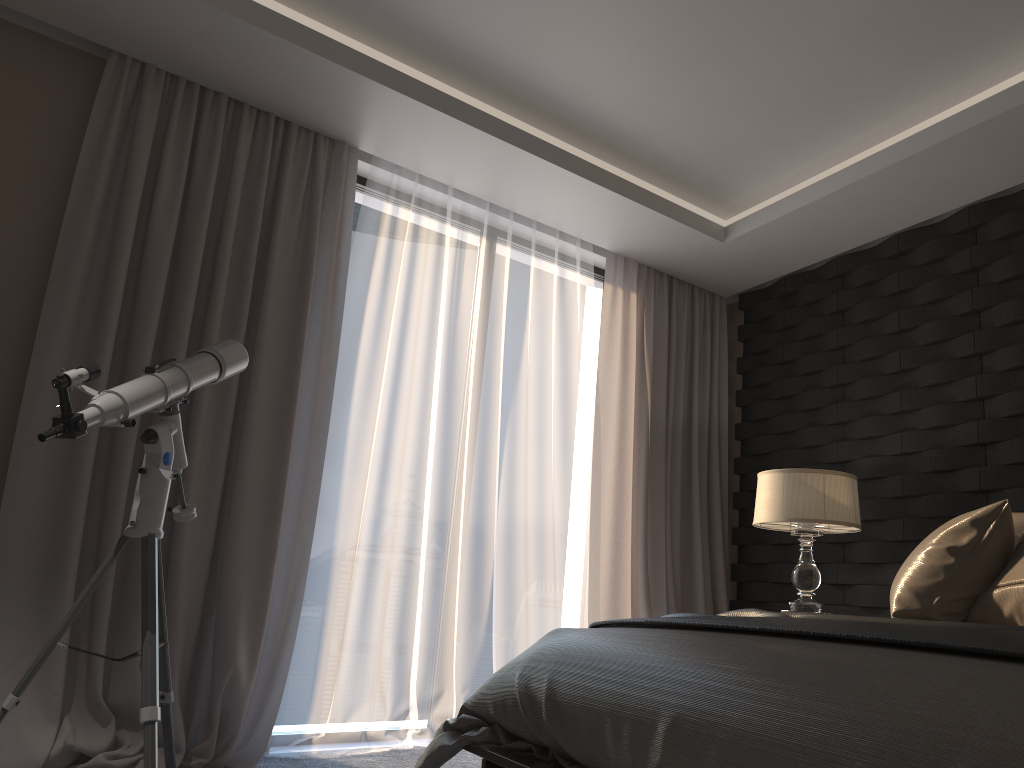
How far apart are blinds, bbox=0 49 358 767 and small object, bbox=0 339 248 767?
0.2m

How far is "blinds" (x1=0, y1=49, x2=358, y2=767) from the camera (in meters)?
2.98

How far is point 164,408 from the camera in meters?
2.7 m

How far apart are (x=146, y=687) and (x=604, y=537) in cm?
256

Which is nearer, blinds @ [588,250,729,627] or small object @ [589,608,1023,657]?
small object @ [589,608,1023,657]

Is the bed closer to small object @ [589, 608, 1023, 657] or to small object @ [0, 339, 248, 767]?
small object @ [589, 608, 1023, 657]

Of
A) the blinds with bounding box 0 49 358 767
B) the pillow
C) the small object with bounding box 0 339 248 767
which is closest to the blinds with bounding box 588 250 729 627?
the blinds with bounding box 0 49 358 767

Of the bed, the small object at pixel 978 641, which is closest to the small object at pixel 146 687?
the bed

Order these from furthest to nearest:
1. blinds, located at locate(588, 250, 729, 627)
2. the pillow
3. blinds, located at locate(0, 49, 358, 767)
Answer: blinds, located at locate(588, 250, 729, 627) → blinds, located at locate(0, 49, 358, 767) → the pillow

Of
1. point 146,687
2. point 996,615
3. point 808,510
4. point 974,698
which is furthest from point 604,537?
point 974,698
